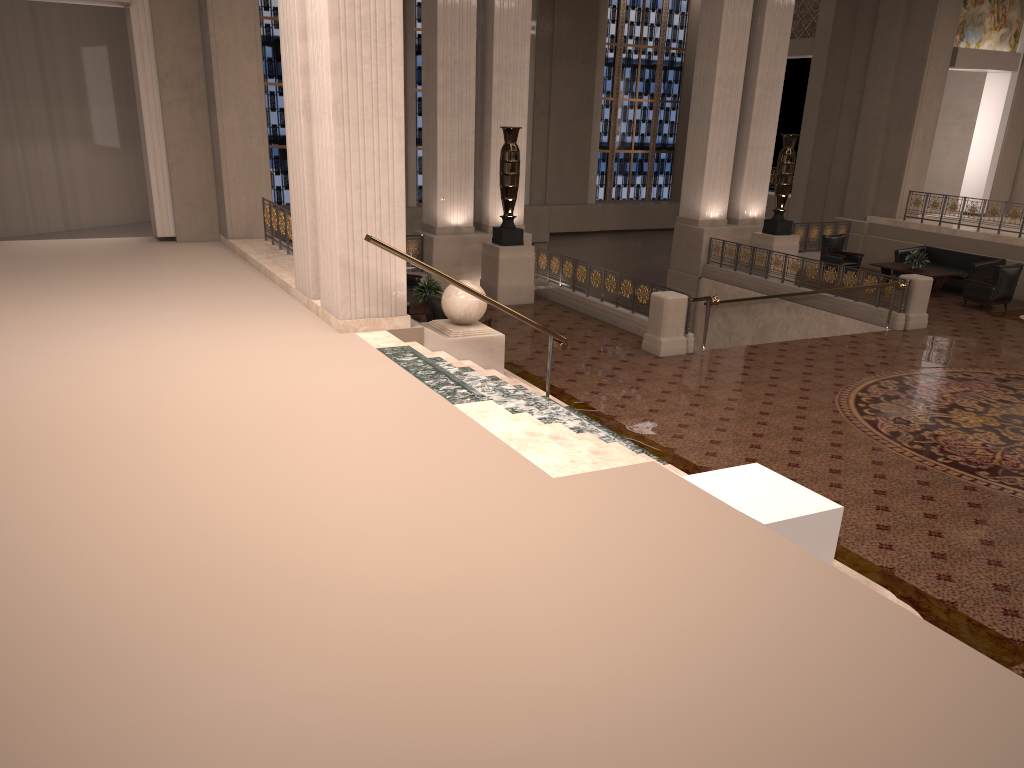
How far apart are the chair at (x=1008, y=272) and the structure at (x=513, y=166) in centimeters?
807cm

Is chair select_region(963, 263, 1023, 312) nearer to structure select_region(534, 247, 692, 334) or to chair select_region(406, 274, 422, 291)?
structure select_region(534, 247, 692, 334)

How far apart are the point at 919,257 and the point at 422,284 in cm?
1045

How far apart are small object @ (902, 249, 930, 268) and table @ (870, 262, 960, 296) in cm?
11

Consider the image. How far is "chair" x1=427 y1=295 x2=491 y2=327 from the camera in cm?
1135

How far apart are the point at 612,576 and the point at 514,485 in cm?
119

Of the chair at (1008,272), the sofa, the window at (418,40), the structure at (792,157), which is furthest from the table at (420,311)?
the window at (418,40)

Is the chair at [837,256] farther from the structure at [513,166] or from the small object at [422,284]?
the small object at [422,284]

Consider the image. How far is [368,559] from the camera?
4.4 meters

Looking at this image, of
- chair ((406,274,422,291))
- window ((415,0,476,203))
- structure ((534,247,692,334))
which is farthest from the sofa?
window ((415,0,476,203))
